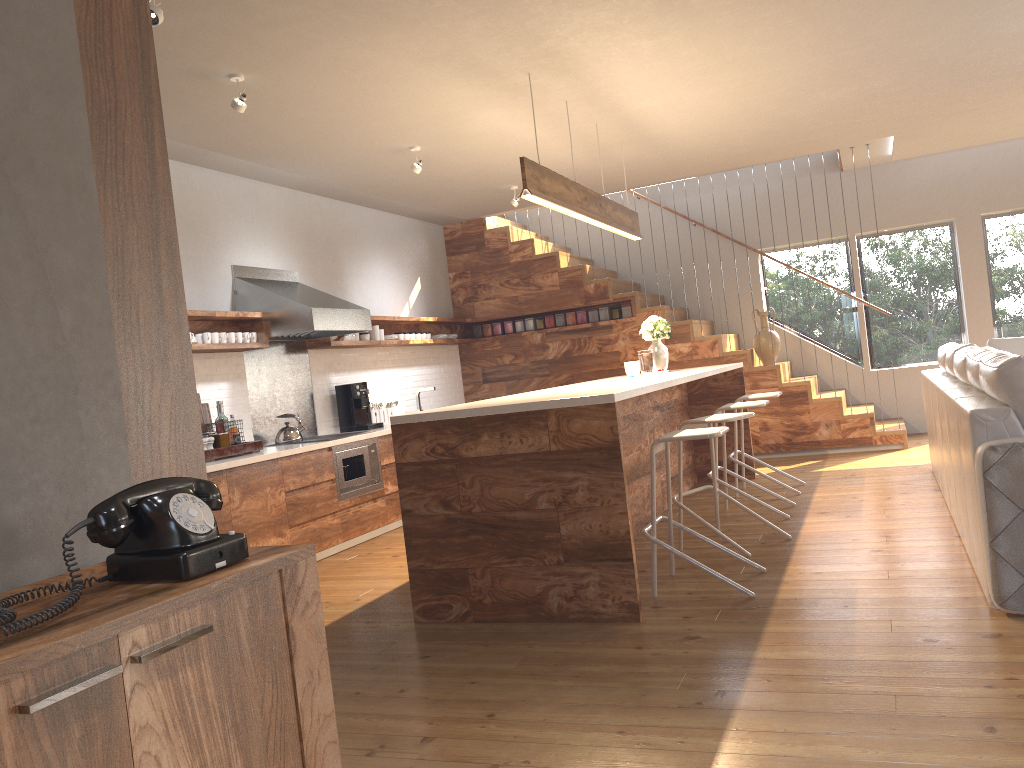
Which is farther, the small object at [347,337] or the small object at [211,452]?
the small object at [347,337]

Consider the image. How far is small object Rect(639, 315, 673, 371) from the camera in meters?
6.8

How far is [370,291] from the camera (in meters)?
8.17

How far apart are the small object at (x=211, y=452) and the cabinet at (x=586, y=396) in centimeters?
182cm

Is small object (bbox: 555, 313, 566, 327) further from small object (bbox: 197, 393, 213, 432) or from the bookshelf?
the bookshelf

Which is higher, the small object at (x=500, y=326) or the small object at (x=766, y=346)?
the small object at (x=500, y=326)

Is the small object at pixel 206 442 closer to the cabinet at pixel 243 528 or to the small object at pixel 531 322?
the cabinet at pixel 243 528

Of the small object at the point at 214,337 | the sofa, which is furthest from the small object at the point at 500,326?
the sofa

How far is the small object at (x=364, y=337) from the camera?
7.7 meters

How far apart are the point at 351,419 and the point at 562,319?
2.9 meters
